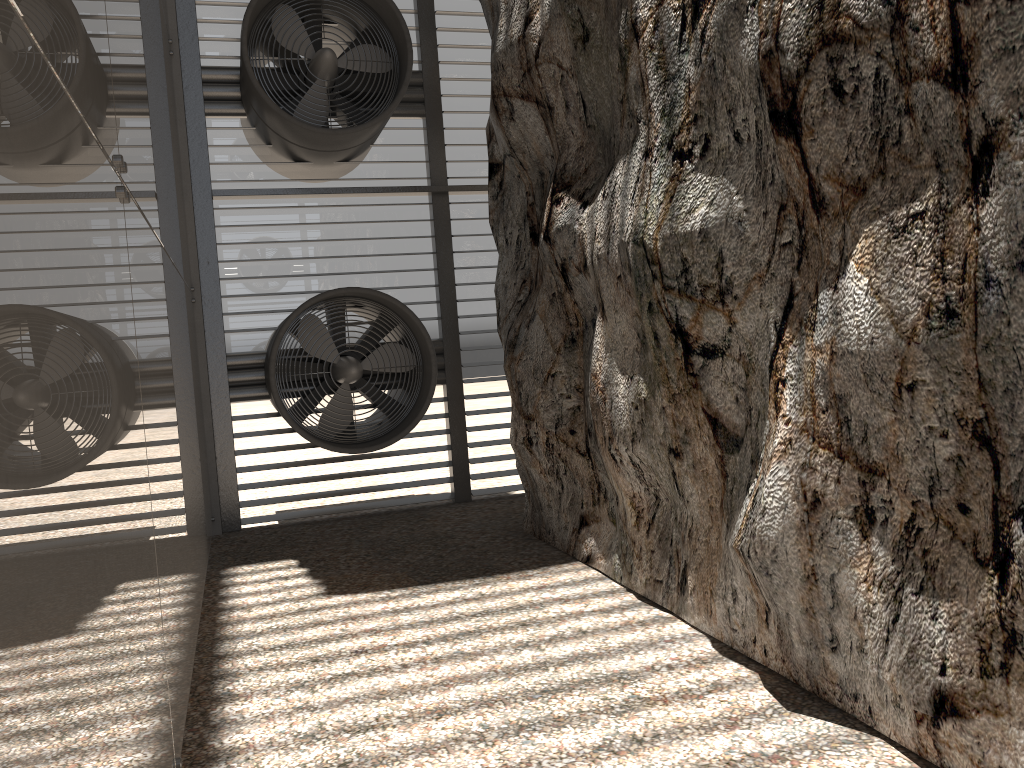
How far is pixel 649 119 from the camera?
5.3m
